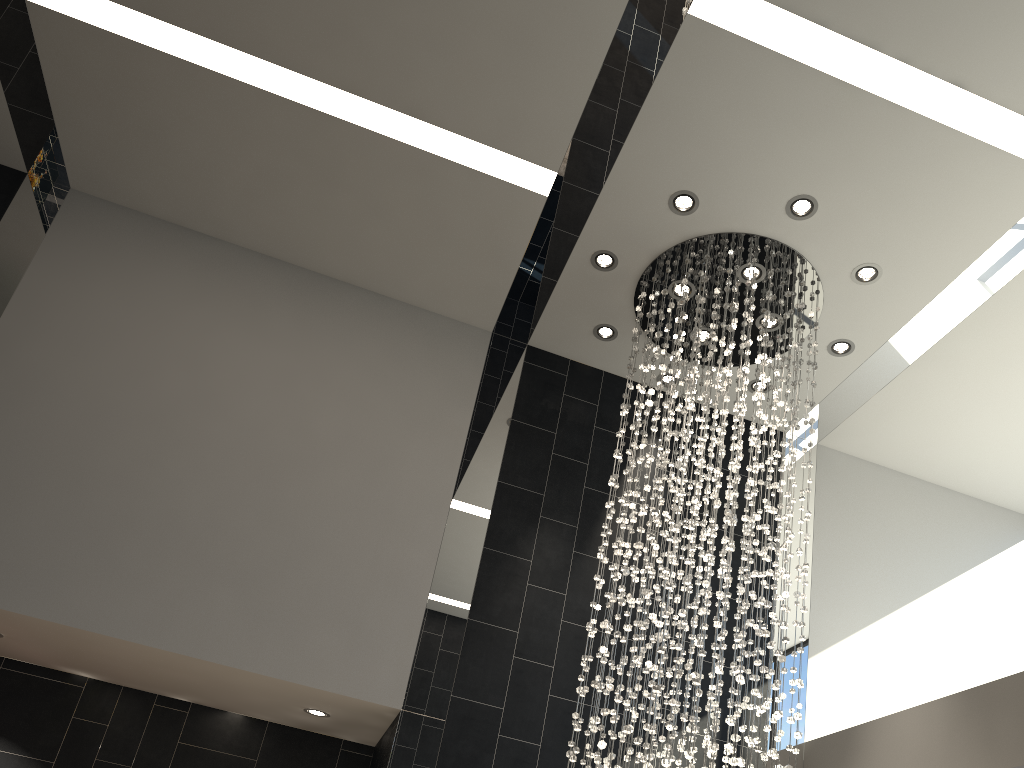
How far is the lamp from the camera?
4.9m

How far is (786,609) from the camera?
4.9 meters

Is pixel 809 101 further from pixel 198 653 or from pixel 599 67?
pixel 198 653

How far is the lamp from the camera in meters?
4.9 m

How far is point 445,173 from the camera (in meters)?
5.98
